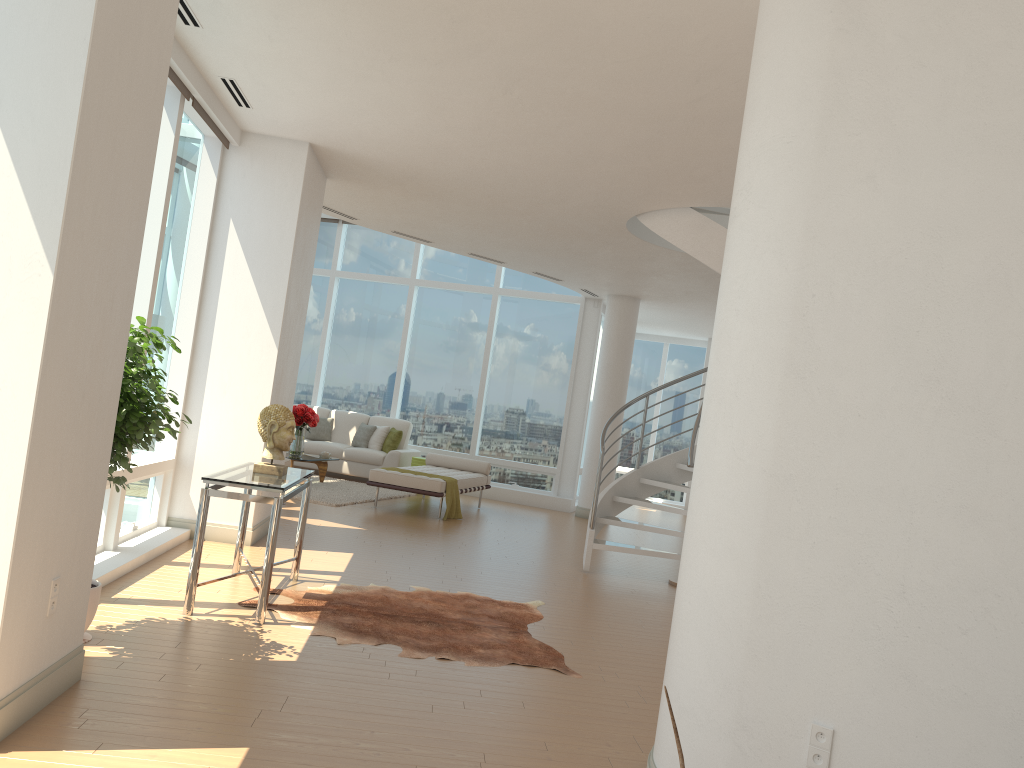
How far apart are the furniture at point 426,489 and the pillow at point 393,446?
1.2 meters

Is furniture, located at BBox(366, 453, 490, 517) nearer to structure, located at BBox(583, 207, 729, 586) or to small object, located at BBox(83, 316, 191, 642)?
structure, located at BBox(583, 207, 729, 586)

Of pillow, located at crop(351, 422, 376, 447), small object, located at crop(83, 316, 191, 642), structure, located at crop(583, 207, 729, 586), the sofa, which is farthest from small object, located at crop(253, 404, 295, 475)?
pillow, located at crop(351, 422, 376, 447)

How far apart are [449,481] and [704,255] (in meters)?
4.60

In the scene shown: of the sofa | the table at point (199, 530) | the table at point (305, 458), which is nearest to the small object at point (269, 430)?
the table at point (199, 530)

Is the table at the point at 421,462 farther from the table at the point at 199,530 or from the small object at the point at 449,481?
the table at the point at 199,530

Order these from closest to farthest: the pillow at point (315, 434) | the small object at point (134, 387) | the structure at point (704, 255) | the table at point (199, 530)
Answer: the small object at point (134, 387)
the table at point (199, 530)
the structure at point (704, 255)
the pillow at point (315, 434)

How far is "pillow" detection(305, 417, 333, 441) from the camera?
14.2 meters

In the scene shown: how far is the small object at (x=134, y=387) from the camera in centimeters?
414cm

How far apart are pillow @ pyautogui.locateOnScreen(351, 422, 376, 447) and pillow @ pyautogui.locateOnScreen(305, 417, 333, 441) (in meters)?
0.51
